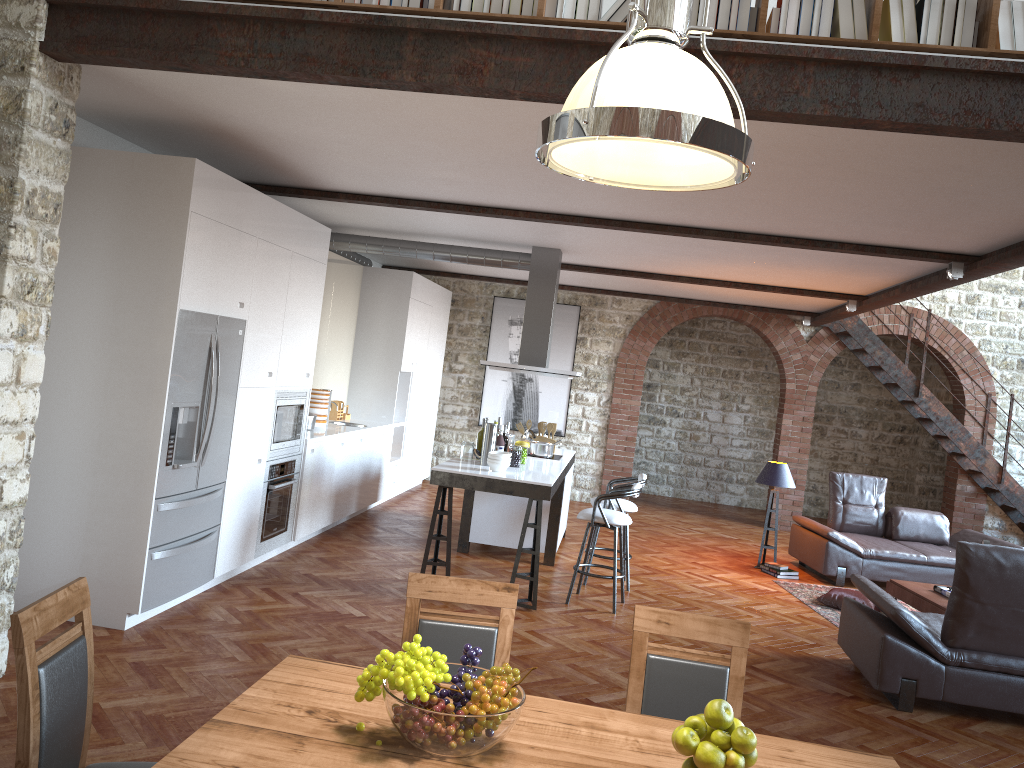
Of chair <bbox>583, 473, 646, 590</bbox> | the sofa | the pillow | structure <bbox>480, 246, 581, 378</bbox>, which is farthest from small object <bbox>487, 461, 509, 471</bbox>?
the sofa

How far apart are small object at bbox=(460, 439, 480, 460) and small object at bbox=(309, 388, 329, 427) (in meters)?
1.85

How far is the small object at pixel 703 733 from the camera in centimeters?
218cm

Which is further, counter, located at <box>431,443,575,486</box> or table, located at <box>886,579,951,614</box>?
table, located at <box>886,579,951,614</box>

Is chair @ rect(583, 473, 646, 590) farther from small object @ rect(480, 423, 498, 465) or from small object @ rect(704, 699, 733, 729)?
small object @ rect(704, 699, 733, 729)

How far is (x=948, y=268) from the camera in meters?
6.3 m

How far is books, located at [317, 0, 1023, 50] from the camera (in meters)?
3.46

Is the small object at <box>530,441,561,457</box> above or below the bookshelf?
below

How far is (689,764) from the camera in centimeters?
217cm

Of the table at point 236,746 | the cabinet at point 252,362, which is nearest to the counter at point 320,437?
the cabinet at point 252,362
